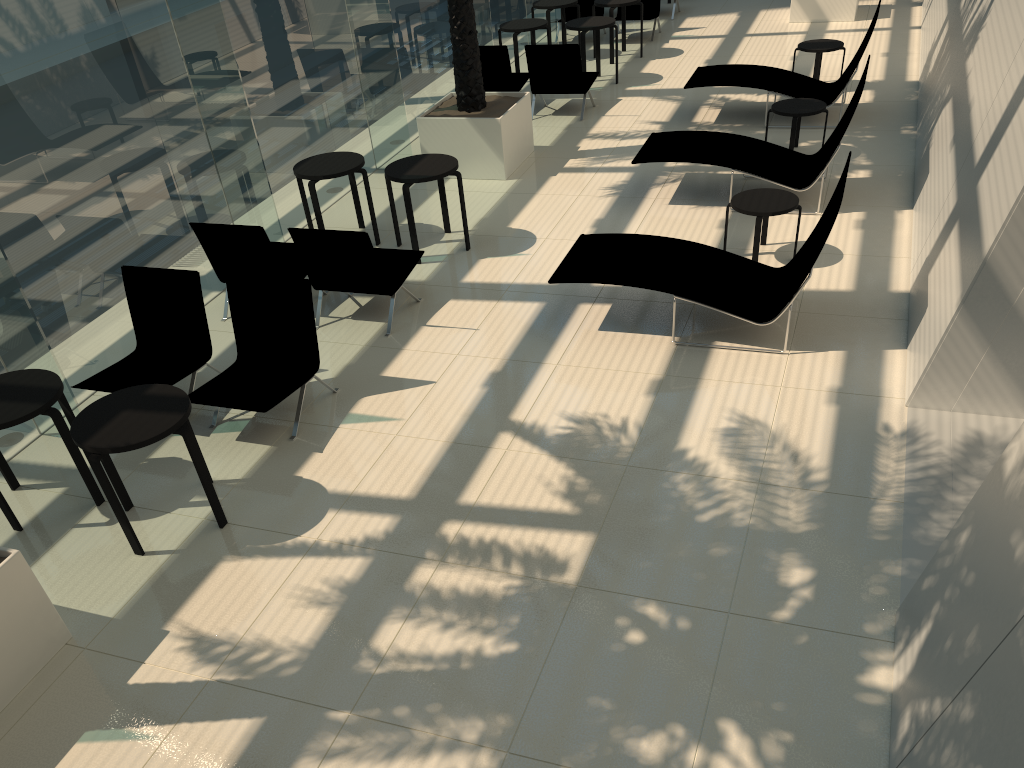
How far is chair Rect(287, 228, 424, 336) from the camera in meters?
7.1 m

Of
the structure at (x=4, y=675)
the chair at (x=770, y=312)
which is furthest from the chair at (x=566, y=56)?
the structure at (x=4, y=675)

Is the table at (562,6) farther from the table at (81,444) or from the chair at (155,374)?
the table at (81,444)

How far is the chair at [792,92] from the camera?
10.7 meters

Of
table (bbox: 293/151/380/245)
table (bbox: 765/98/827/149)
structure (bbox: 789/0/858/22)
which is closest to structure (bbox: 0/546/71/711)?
table (bbox: 293/151/380/245)

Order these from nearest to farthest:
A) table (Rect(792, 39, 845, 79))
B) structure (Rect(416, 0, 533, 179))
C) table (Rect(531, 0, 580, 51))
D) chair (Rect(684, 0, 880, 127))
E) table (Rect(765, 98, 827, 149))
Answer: table (Rect(765, 98, 827, 149))
structure (Rect(416, 0, 533, 179))
chair (Rect(684, 0, 880, 127))
table (Rect(792, 39, 845, 79))
table (Rect(531, 0, 580, 51))

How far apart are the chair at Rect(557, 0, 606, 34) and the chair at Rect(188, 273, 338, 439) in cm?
1135

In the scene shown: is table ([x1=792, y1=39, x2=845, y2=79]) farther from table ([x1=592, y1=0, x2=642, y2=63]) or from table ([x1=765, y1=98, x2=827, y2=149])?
table ([x1=592, y1=0, x2=642, y2=63])

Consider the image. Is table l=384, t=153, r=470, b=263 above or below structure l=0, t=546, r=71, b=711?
above

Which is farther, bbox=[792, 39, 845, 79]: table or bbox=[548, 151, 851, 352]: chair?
bbox=[792, 39, 845, 79]: table
